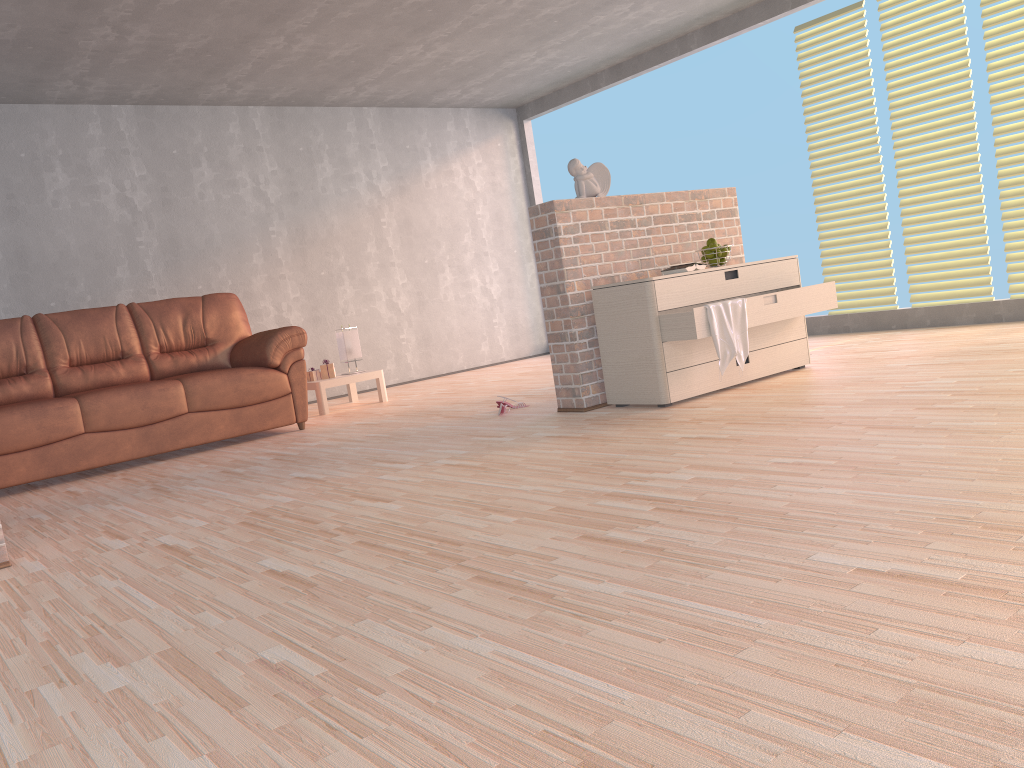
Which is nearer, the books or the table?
the books

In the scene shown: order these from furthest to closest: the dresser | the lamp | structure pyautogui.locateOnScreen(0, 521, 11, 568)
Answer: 1. the lamp
2. the dresser
3. structure pyautogui.locateOnScreen(0, 521, 11, 568)

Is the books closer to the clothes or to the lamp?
the clothes

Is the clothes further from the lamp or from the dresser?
the lamp

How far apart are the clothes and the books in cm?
37

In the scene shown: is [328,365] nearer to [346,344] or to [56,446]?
[346,344]

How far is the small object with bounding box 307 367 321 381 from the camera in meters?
6.5

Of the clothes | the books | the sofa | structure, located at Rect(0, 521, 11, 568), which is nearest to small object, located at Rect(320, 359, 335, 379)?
the sofa

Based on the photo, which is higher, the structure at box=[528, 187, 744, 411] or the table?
the structure at box=[528, 187, 744, 411]

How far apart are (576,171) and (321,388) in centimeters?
269cm
